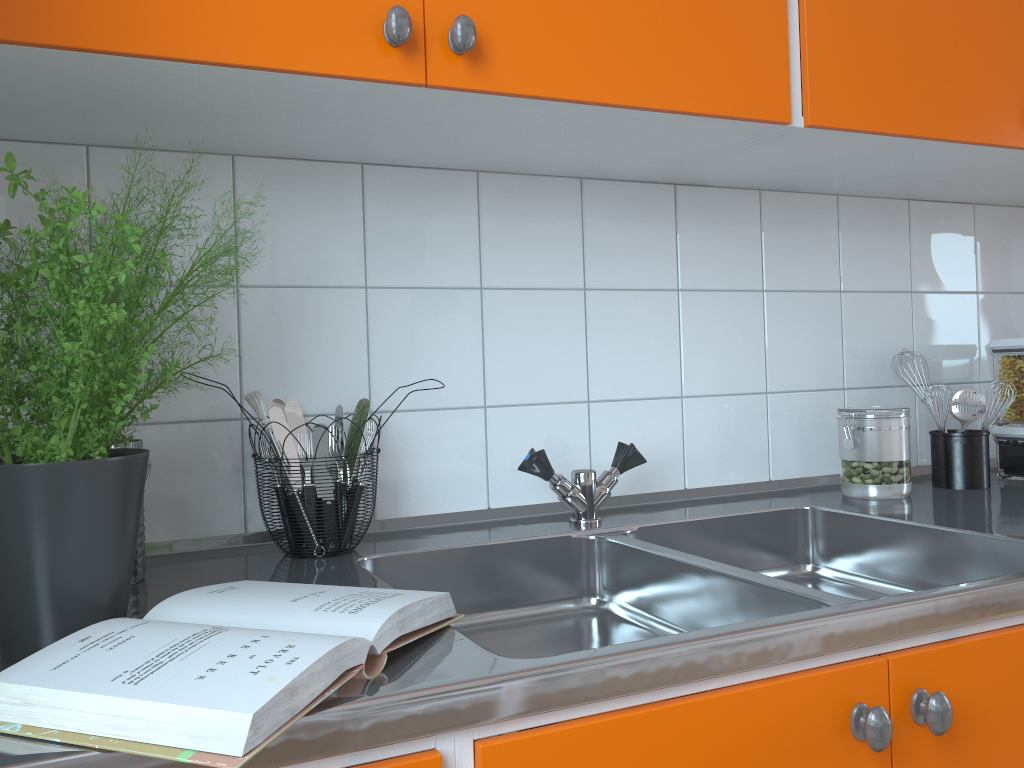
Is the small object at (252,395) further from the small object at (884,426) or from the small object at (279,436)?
the small object at (884,426)

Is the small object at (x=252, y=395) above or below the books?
above

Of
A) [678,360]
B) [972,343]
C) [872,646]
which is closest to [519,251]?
[678,360]

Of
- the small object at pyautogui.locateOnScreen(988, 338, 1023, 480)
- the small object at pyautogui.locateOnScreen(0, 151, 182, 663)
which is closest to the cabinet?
the small object at pyautogui.locateOnScreen(0, 151, 182, 663)

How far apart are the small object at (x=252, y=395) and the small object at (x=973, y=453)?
1.2m

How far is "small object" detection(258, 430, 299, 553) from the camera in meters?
1.2

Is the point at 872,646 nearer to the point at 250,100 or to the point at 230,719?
the point at 230,719

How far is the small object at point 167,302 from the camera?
1.0 meters

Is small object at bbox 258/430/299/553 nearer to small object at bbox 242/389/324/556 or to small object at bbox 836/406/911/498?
small object at bbox 242/389/324/556

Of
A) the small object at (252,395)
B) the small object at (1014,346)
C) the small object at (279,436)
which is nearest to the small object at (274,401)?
the small object at (279,436)
